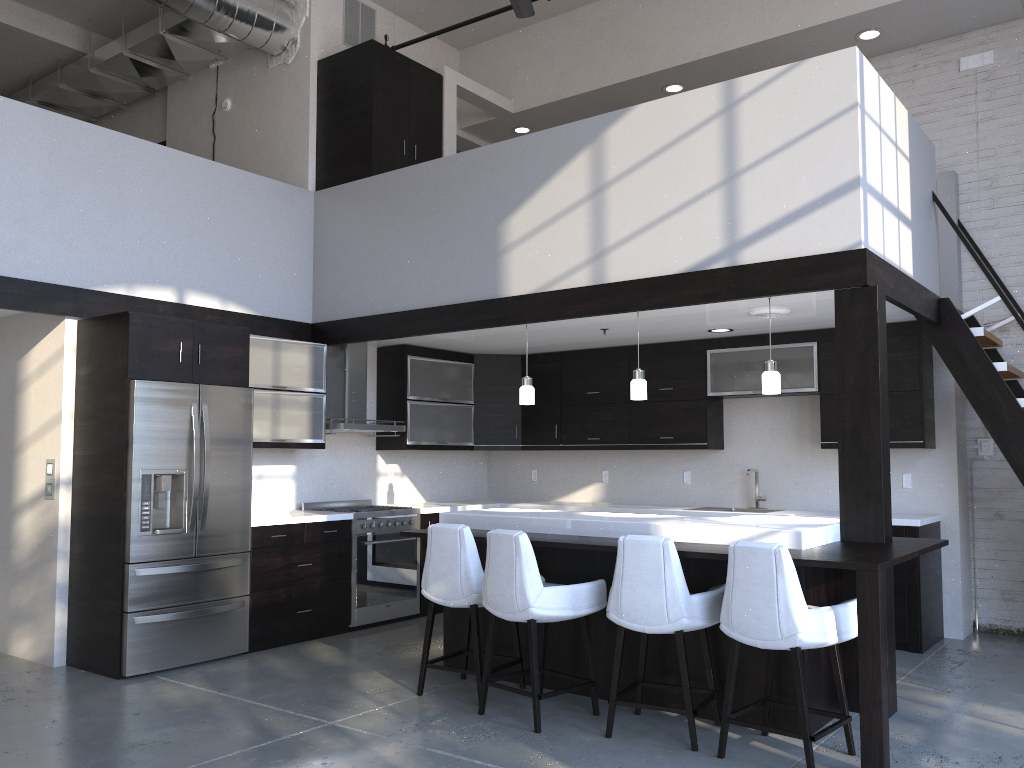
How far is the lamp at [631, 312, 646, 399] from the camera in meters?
5.5 m

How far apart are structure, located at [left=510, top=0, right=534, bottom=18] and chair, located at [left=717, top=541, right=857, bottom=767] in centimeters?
452cm

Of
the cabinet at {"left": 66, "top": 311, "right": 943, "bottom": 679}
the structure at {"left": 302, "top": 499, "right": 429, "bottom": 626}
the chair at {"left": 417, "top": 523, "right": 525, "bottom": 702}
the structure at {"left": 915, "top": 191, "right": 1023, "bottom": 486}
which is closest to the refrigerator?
the cabinet at {"left": 66, "top": 311, "right": 943, "bottom": 679}

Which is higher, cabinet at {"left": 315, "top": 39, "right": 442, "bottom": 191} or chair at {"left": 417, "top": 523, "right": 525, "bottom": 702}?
cabinet at {"left": 315, "top": 39, "right": 442, "bottom": 191}

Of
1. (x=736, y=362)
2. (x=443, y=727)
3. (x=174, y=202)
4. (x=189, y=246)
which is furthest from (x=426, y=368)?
(x=443, y=727)

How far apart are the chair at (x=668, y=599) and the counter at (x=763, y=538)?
0.3m

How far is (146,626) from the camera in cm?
527

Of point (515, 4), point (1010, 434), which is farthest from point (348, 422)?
point (1010, 434)

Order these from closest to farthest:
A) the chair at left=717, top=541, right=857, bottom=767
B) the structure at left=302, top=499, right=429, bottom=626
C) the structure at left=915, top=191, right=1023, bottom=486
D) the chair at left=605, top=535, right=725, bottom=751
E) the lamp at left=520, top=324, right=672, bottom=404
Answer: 1. the chair at left=717, top=541, right=857, bottom=767
2. the chair at left=605, top=535, right=725, bottom=751
3. the structure at left=915, top=191, right=1023, bottom=486
4. the lamp at left=520, top=324, right=672, bottom=404
5. the structure at left=302, top=499, right=429, bottom=626

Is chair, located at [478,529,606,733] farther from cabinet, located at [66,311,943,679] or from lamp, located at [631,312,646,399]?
cabinet, located at [66,311,943,679]
